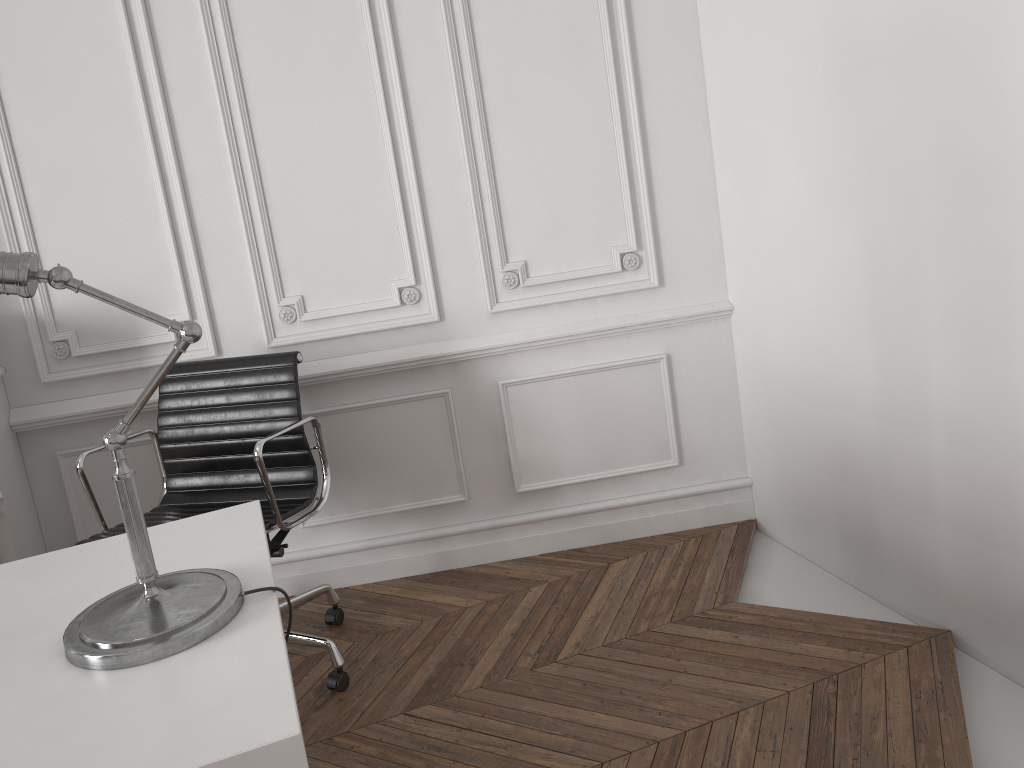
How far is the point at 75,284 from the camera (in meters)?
1.31

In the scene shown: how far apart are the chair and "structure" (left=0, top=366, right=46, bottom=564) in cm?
33

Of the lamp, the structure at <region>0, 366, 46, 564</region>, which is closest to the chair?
the structure at <region>0, 366, 46, 564</region>

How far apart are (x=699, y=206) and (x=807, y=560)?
1.2 meters

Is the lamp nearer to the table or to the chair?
the table

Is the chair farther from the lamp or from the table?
the lamp

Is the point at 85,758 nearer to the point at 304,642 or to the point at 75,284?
the point at 75,284

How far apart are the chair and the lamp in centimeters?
78cm

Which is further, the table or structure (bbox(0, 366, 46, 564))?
structure (bbox(0, 366, 46, 564))

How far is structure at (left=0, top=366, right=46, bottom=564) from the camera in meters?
2.6
